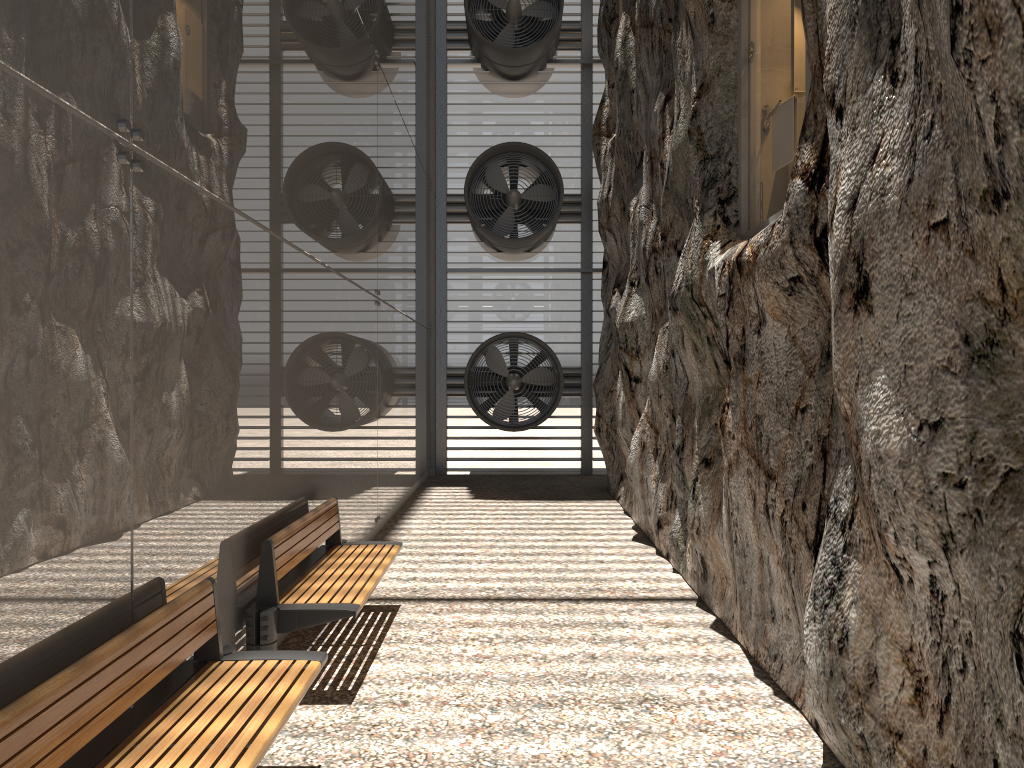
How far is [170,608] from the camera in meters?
3.4

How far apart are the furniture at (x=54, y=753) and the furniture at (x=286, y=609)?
0.60m

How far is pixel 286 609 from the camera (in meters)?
4.67

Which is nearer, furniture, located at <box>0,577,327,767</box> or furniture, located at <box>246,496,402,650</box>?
furniture, located at <box>0,577,327,767</box>

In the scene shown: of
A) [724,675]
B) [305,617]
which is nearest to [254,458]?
[305,617]

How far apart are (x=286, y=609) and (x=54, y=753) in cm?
221

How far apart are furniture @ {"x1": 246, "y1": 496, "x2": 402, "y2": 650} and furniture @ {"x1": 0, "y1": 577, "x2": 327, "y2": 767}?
0.6m

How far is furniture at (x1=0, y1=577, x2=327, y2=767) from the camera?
2.47m

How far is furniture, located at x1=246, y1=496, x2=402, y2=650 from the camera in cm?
467

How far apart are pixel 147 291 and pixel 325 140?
3.63m
